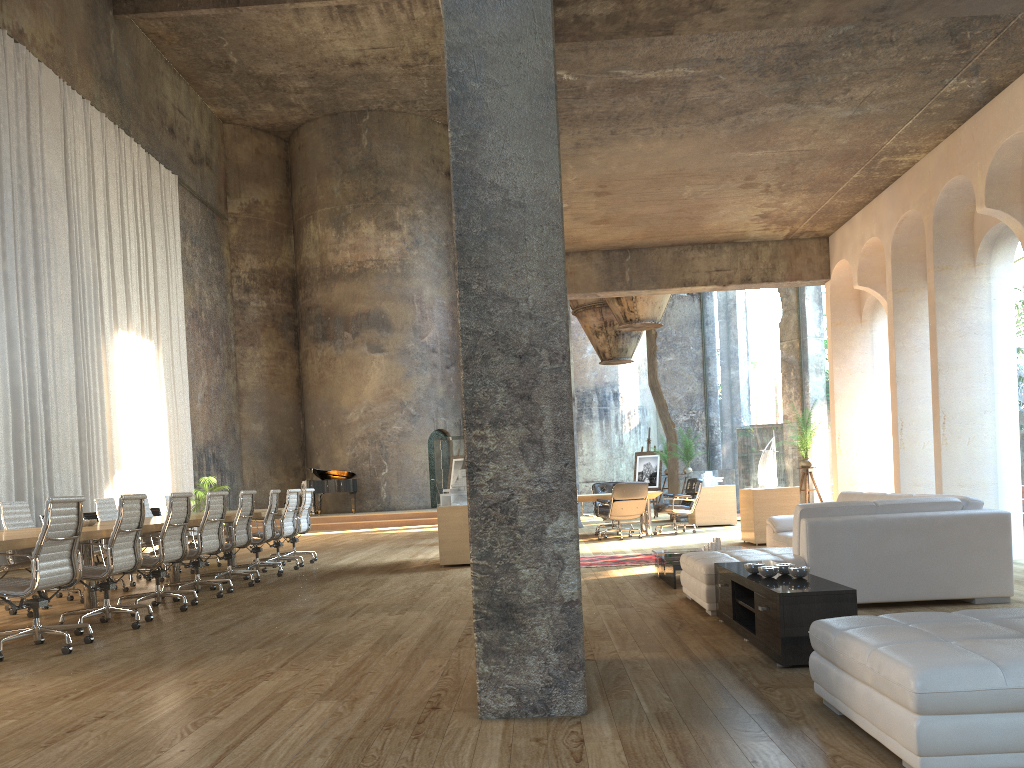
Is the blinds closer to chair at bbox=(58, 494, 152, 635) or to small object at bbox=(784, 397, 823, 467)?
chair at bbox=(58, 494, 152, 635)

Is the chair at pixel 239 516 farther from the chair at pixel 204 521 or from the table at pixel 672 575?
the table at pixel 672 575

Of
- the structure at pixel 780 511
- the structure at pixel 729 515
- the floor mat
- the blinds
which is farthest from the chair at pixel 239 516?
the structure at pixel 729 515

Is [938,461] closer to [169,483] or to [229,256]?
[169,483]

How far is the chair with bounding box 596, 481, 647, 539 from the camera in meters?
13.2 m

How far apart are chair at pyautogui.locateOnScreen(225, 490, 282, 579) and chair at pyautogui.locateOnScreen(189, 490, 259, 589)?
0.4 meters

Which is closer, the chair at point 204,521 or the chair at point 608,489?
the chair at point 204,521

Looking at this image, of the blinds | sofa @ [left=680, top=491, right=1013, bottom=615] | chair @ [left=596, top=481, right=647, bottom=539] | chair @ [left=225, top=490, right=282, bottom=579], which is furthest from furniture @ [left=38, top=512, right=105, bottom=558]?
sofa @ [left=680, top=491, right=1013, bottom=615]

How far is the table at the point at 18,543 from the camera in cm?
555

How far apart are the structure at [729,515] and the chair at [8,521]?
10.25m
